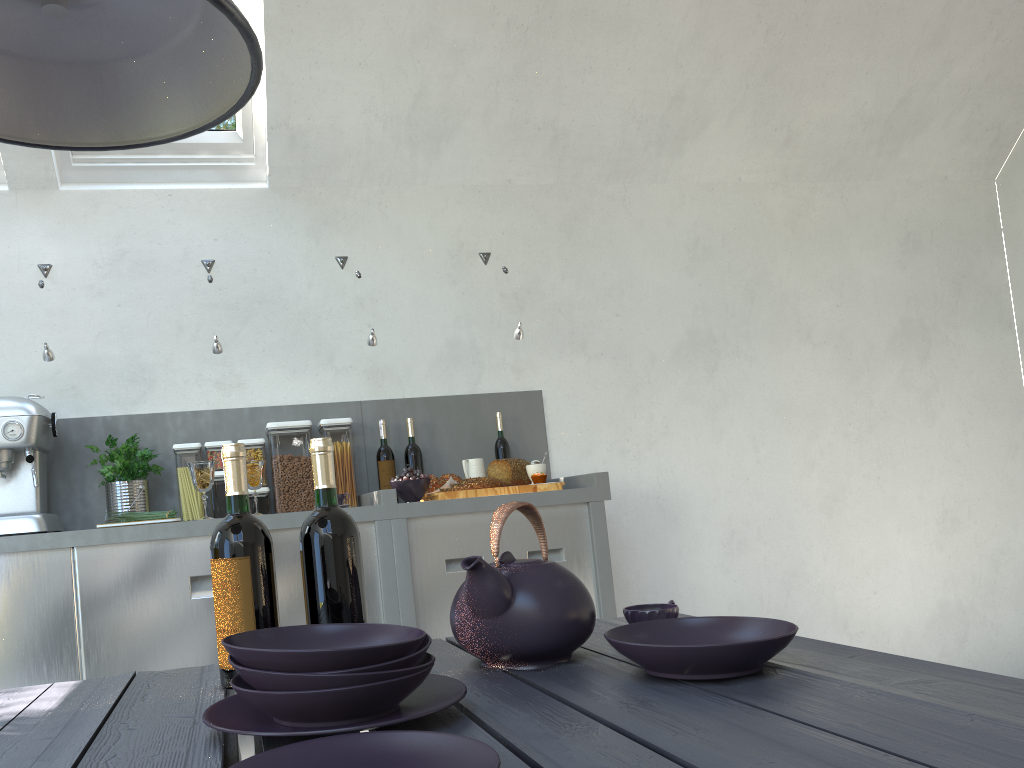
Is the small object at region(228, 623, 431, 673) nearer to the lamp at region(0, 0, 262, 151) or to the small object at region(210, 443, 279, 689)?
the small object at region(210, 443, 279, 689)

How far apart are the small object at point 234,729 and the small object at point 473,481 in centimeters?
197cm

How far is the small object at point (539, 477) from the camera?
3.1 meters

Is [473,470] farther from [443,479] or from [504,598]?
[504,598]

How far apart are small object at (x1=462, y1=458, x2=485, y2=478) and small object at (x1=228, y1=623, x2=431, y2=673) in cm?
227

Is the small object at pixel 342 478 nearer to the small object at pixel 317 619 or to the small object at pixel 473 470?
the small object at pixel 473 470

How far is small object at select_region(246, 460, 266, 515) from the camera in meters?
2.9

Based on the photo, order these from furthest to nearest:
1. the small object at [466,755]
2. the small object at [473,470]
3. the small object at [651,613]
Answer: the small object at [473,470] → the small object at [651,613] → the small object at [466,755]

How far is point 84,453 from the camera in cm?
313

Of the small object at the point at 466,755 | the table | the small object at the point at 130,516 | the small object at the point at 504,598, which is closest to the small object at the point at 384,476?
the small object at the point at 130,516
